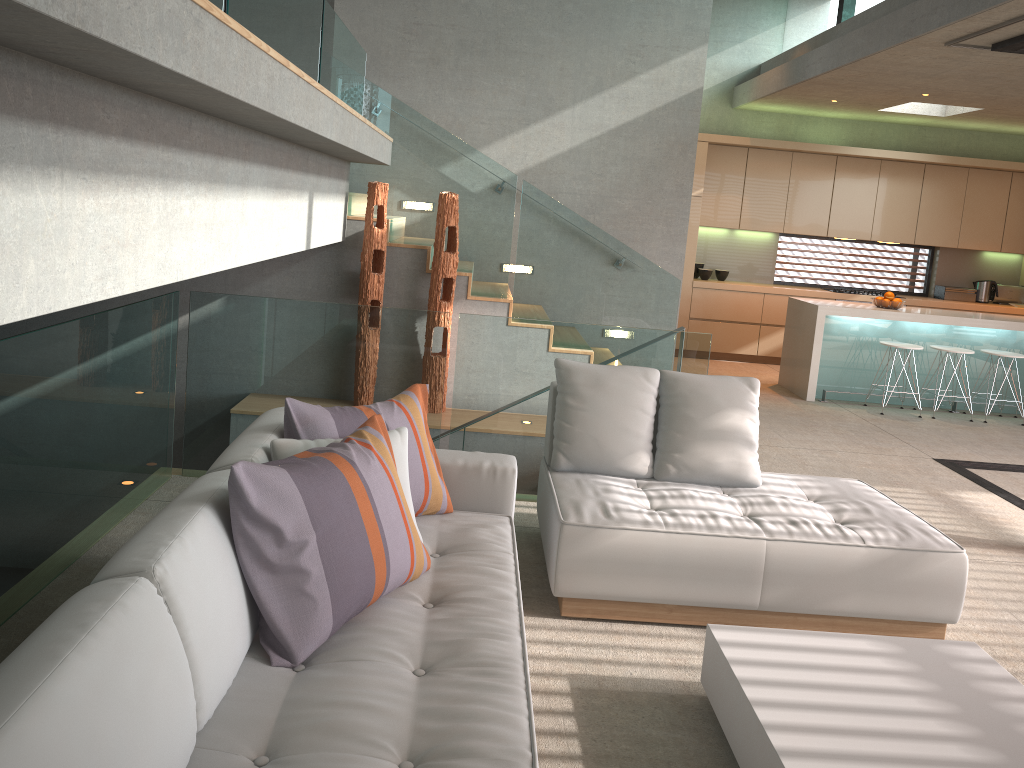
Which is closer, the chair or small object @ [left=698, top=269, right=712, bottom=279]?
the chair

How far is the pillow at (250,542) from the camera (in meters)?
2.22

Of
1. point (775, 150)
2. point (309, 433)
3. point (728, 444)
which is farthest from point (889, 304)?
point (309, 433)

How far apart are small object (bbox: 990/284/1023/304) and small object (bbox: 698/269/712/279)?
3.58m

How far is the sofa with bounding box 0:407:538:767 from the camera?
1.5 meters

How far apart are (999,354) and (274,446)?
7.4m

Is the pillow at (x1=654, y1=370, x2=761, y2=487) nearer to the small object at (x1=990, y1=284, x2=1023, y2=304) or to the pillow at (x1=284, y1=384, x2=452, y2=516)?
the pillow at (x1=284, y1=384, x2=452, y2=516)

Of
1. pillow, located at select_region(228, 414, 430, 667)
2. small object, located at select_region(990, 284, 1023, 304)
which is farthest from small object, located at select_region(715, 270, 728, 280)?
pillow, located at select_region(228, 414, 430, 667)

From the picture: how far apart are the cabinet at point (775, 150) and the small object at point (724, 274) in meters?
0.4

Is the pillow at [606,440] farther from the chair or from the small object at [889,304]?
the chair
